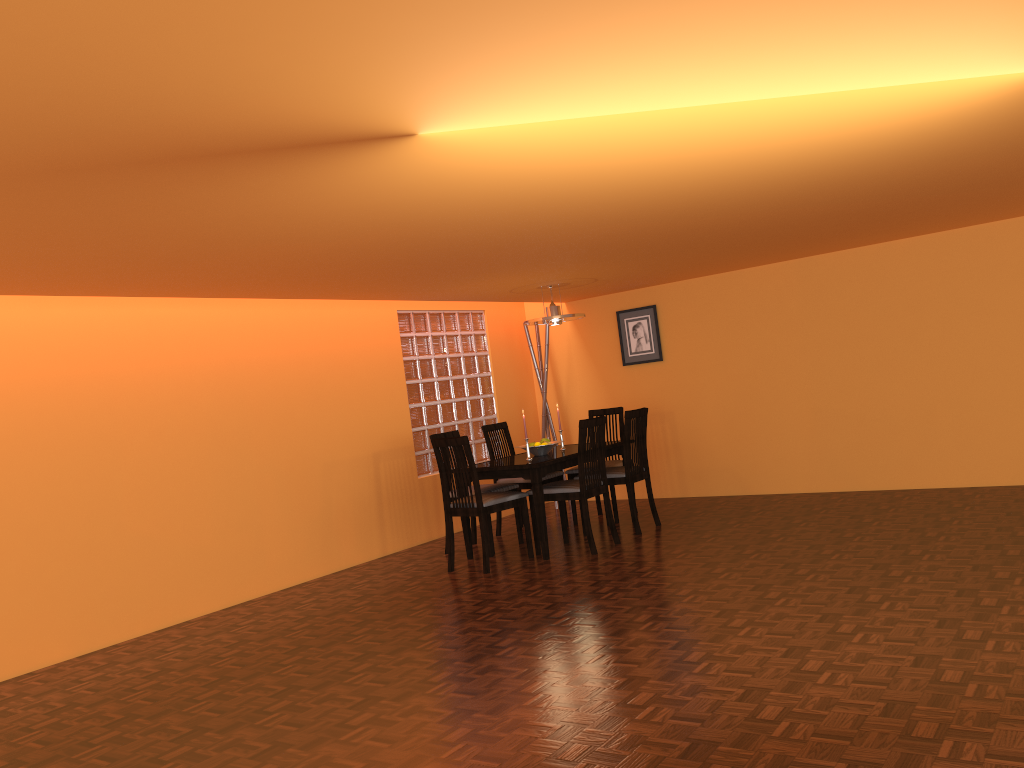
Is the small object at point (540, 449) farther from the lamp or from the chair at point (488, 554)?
the lamp

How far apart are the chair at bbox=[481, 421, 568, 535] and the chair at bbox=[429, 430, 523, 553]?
0.3 meters

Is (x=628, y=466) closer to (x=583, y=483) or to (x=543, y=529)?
(x=583, y=483)

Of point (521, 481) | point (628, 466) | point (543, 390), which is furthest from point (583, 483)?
point (543, 390)

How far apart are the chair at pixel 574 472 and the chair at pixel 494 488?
0.6 meters

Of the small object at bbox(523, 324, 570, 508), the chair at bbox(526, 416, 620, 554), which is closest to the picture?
the small object at bbox(523, 324, 570, 508)

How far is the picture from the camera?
7.1m

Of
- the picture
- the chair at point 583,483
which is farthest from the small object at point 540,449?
the picture

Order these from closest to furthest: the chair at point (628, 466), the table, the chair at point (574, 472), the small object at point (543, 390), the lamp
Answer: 1. the table
2. the chair at point (628, 466)
3. the lamp
4. the chair at point (574, 472)
5. the small object at point (543, 390)

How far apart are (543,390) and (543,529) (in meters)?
2.32
